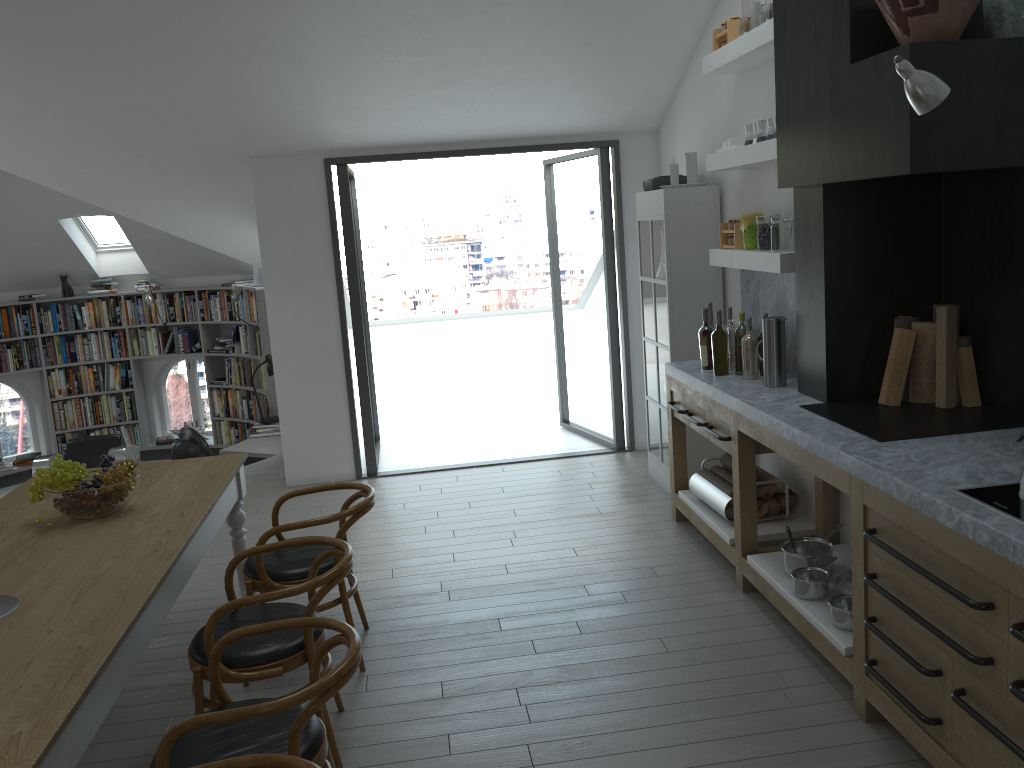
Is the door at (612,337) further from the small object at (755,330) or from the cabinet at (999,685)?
the small object at (755,330)

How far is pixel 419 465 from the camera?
7.1m

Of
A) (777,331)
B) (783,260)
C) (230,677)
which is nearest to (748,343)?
(777,331)

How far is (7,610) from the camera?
2.7 meters

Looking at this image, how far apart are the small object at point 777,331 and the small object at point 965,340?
0.8m

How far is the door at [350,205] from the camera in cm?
648

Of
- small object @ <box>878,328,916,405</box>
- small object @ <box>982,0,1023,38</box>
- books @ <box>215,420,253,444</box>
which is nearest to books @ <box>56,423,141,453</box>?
books @ <box>215,420,253,444</box>

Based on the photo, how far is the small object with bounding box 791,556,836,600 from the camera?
3.68m

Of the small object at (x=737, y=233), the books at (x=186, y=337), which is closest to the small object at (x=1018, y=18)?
the small object at (x=737, y=233)

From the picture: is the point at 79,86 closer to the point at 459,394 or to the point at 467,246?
the point at 459,394
